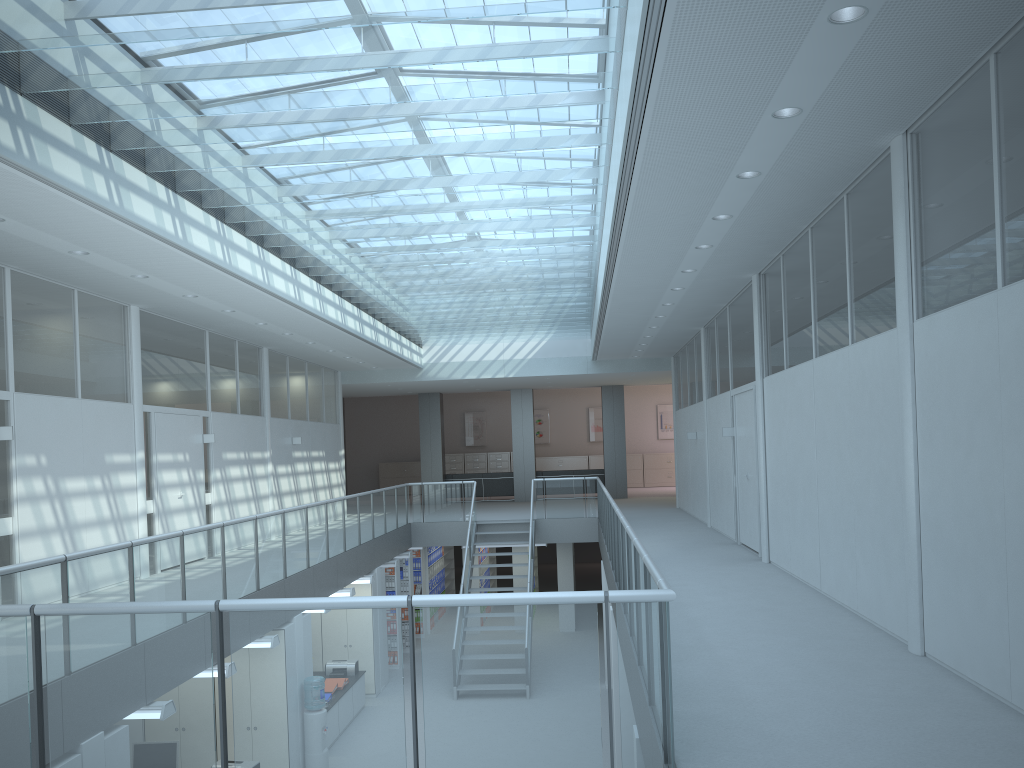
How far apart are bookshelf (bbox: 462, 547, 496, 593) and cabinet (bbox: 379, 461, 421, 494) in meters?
7.2 m

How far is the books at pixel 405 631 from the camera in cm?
1576

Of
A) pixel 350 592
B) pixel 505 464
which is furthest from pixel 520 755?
pixel 505 464

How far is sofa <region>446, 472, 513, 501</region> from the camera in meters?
22.4

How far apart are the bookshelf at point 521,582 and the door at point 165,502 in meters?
7.3 m

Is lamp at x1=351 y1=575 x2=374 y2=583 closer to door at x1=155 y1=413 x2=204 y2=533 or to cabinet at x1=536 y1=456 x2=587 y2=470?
door at x1=155 y1=413 x2=204 y2=533

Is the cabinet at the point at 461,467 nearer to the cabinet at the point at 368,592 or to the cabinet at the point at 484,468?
the cabinet at the point at 484,468

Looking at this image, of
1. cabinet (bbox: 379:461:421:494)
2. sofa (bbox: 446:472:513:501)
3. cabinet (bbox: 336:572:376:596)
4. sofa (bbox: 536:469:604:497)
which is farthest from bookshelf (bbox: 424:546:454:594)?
cabinet (bbox: 336:572:376:596)

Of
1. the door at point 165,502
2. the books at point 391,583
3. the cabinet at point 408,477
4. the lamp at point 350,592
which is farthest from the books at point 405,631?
the cabinet at point 408,477

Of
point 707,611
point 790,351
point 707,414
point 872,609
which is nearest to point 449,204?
point 790,351
